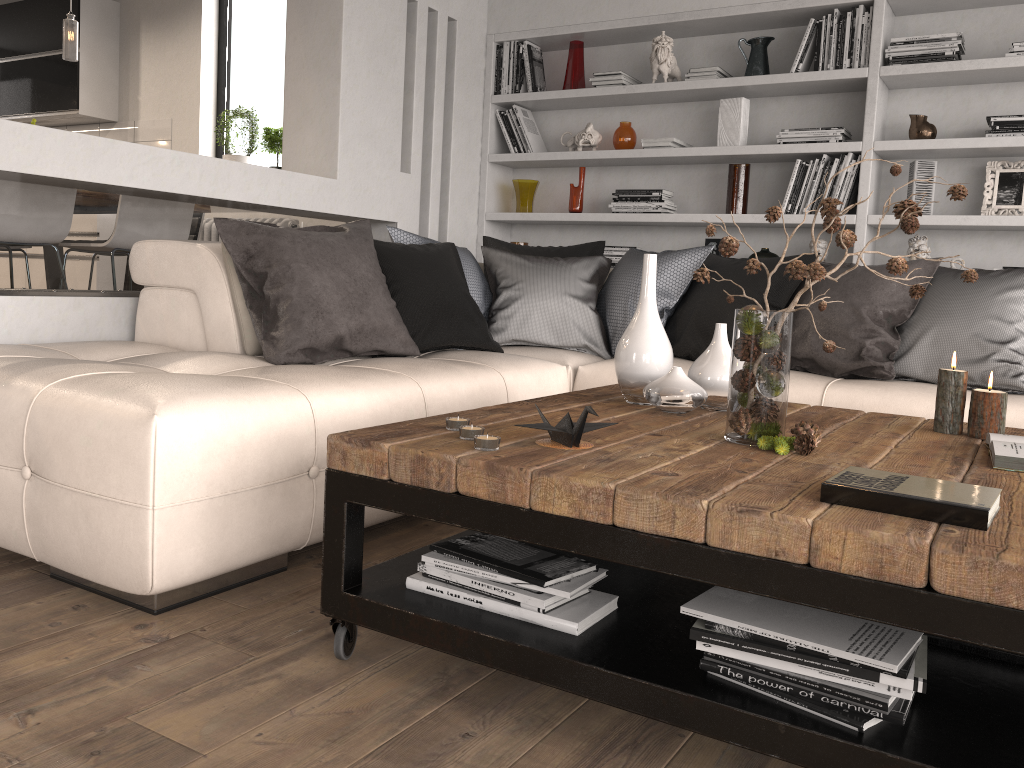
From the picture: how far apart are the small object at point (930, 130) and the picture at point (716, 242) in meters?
1.0

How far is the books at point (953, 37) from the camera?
3.93m

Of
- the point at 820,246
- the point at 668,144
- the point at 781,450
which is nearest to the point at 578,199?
the point at 668,144

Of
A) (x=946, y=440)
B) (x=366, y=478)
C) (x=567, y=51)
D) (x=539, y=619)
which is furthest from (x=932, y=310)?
(x=567, y=51)

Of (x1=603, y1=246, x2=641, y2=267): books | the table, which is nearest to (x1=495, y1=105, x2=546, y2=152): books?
(x1=603, y1=246, x2=641, y2=267): books

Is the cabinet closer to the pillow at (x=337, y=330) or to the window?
the window

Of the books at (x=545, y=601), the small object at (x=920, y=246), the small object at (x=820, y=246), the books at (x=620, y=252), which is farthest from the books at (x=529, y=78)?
the books at (x=545, y=601)

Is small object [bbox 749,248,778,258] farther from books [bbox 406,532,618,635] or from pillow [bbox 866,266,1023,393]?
books [bbox 406,532,618,635]

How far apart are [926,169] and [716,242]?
1.03m

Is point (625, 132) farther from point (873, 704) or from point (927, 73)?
point (873, 704)
